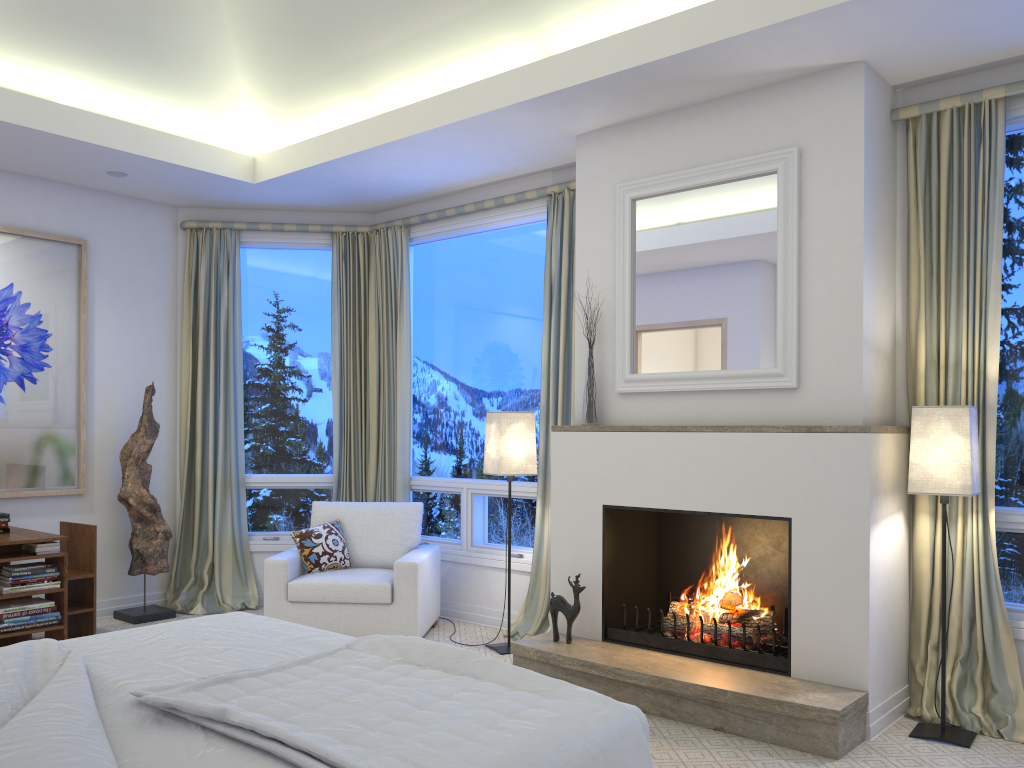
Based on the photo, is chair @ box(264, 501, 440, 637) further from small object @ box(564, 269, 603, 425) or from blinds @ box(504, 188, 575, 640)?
small object @ box(564, 269, 603, 425)

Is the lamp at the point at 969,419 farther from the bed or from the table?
the table

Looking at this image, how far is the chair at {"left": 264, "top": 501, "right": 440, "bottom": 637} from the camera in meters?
4.4 m

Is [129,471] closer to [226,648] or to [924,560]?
[226,648]

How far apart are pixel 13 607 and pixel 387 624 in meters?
1.7 m

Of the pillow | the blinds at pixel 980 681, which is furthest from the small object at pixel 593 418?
the pillow

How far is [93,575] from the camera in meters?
4.5

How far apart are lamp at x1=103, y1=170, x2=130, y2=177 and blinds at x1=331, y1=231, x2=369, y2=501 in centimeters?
131cm

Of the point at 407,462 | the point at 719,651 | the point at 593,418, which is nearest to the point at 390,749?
the point at 719,651

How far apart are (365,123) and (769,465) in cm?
260
